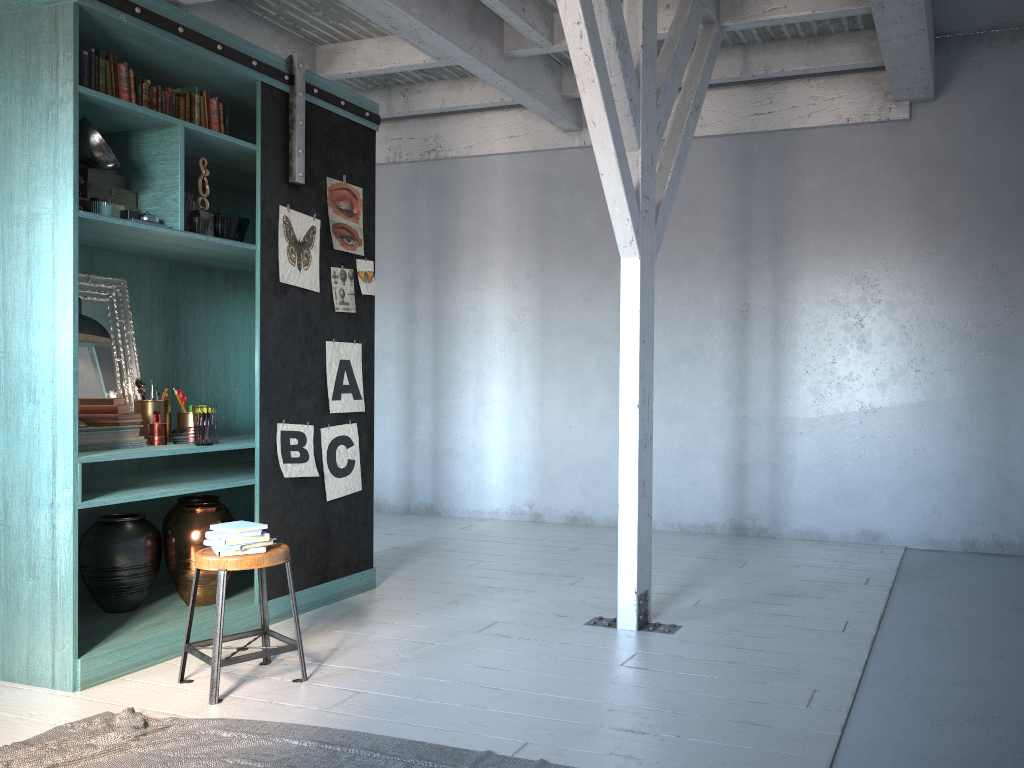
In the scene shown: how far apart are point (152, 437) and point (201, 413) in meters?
0.3

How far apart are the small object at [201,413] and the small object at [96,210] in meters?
1.2

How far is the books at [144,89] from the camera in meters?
4.9

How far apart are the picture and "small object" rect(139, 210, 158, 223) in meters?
0.9 m

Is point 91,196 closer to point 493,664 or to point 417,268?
point 493,664

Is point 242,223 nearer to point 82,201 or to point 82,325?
point 82,201

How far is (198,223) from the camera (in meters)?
5.02

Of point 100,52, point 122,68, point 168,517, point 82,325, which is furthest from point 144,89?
point 168,517

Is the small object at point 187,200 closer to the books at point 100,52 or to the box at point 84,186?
the box at point 84,186

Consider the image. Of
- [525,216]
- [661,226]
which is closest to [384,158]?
[525,216]
